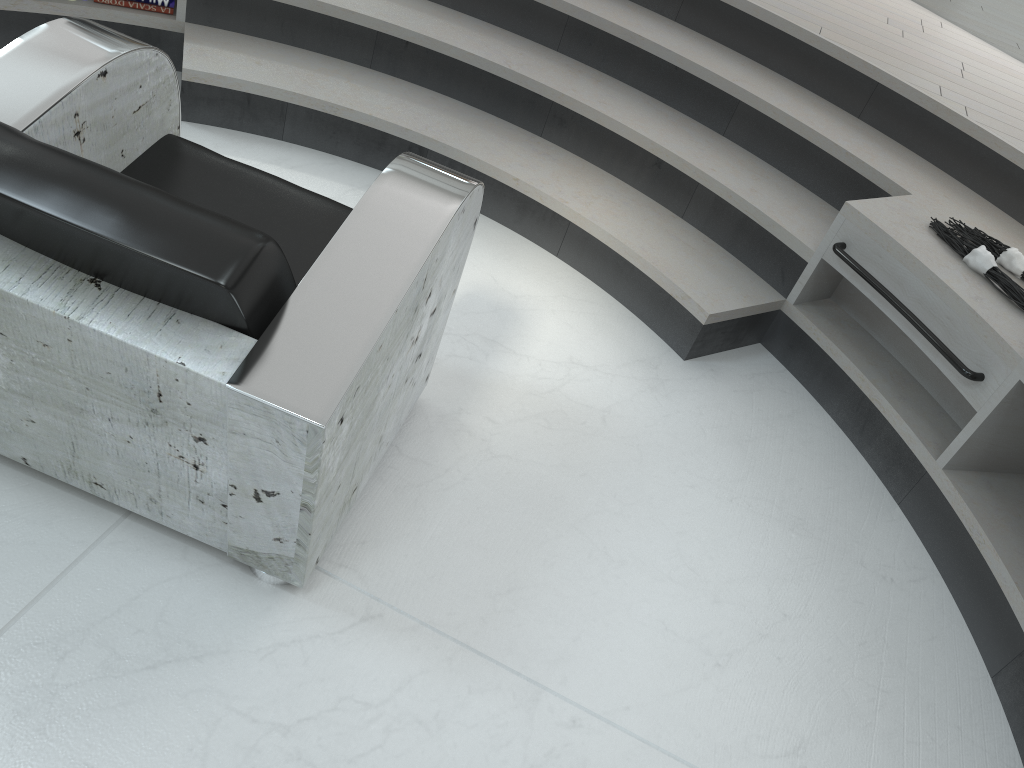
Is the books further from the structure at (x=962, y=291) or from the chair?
the chair

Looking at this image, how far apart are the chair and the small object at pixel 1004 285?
1.4 meters

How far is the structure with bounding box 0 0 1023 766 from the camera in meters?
2.2

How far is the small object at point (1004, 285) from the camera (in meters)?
2.26

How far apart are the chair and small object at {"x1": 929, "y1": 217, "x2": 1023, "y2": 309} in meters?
1.4

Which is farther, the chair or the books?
the books

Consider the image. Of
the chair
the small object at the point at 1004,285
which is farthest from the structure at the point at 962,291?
the chair

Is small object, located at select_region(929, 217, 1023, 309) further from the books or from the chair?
the books

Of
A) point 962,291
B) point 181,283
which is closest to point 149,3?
point 181,283

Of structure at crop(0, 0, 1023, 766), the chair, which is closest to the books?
structure at crop(0, 0, 1023, 766)
